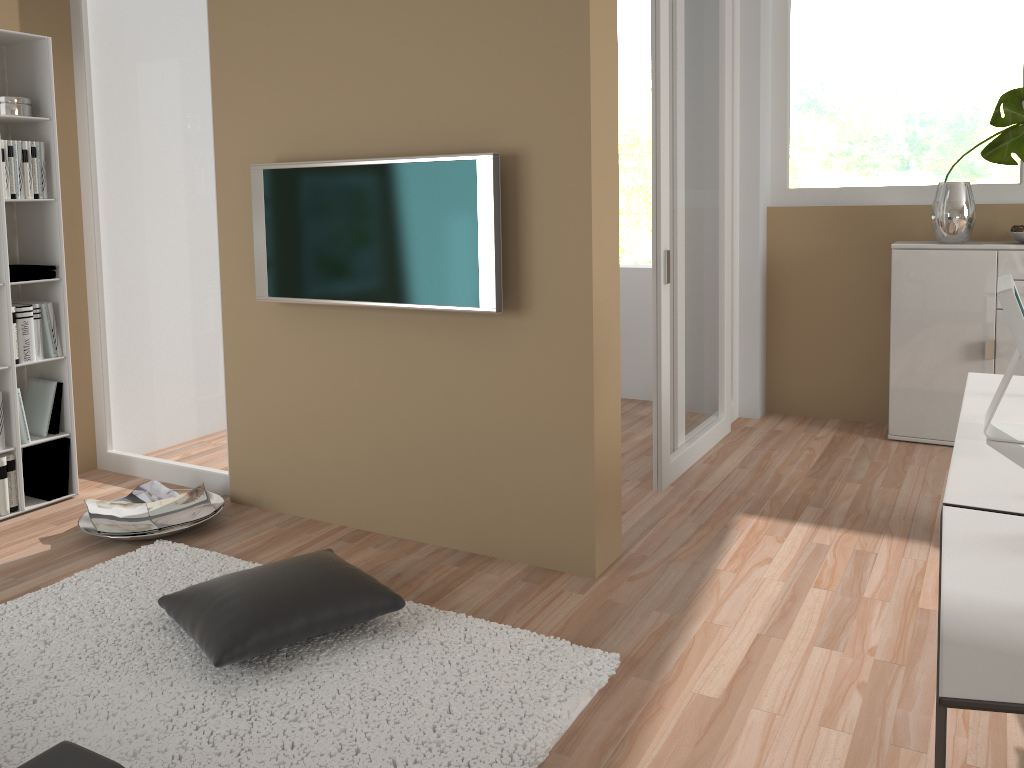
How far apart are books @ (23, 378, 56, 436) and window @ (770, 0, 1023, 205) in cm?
417

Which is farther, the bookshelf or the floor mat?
the bookshelf

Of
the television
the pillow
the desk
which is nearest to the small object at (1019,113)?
the desk

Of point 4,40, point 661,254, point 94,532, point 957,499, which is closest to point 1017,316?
point 957,499

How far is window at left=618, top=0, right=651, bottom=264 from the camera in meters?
12.1

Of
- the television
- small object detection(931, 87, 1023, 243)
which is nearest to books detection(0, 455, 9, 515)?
the television

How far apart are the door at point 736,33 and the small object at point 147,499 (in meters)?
3.12

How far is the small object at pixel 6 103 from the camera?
3.82m

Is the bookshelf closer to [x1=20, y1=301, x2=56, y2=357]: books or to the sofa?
[x1=20, y1=301, x2=56, y2=357]: books

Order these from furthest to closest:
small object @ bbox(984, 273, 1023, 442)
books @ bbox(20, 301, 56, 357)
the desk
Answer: books @ bbox(20, 301, 56, 357), small object @ bbox(984, 273, 1023, 442), the desk
